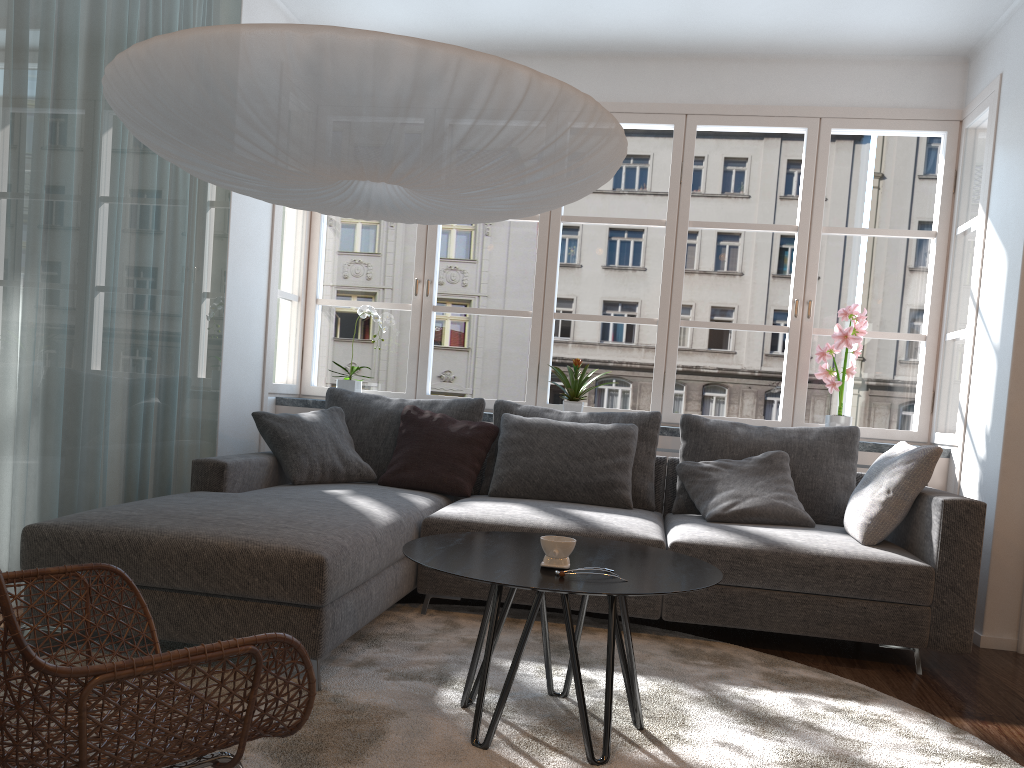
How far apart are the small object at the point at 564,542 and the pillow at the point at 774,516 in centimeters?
157cm

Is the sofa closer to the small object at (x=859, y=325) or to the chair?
the chair

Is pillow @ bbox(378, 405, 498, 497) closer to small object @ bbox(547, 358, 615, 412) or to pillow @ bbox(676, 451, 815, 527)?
small object @ bbox(547, 358, 615, 412)

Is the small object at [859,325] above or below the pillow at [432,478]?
above

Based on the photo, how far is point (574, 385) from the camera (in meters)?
4.63

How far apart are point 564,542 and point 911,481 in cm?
181

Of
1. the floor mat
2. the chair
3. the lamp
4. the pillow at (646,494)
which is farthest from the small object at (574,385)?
the chair

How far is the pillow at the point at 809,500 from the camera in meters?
3.9 m

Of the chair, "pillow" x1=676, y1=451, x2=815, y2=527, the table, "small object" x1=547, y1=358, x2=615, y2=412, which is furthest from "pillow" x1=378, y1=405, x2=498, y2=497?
the chair

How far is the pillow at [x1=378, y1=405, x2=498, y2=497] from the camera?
4.0 meters
